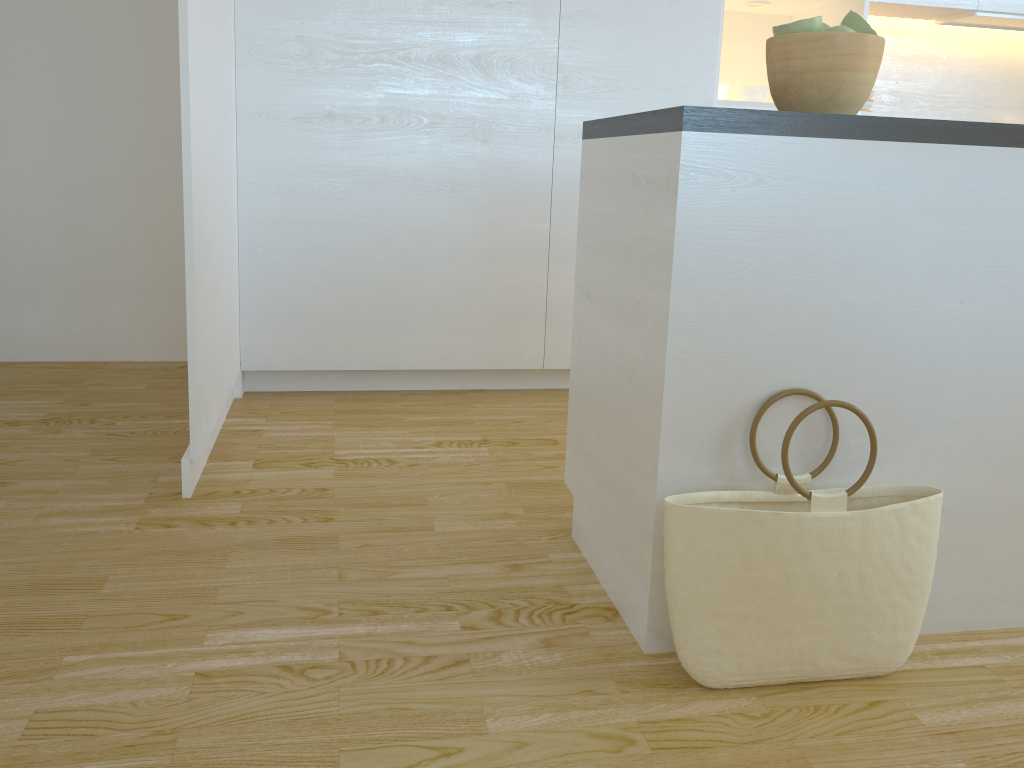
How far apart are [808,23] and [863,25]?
0.1m

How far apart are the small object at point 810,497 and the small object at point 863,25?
0.64m

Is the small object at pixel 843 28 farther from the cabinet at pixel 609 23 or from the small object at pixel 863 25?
the cabinet at pixel 609 23

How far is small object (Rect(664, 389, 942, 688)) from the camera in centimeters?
143cm

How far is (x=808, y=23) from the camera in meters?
1.5 m

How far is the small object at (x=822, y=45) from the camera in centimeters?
149cm

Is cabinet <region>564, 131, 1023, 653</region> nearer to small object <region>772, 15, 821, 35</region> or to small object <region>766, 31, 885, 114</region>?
small object <region>766, 31, 885, 114</region>

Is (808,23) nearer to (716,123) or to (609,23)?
(716,123)

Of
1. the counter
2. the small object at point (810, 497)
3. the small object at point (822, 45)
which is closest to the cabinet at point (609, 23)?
the counter

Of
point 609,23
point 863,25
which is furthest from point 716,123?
point 609,23
